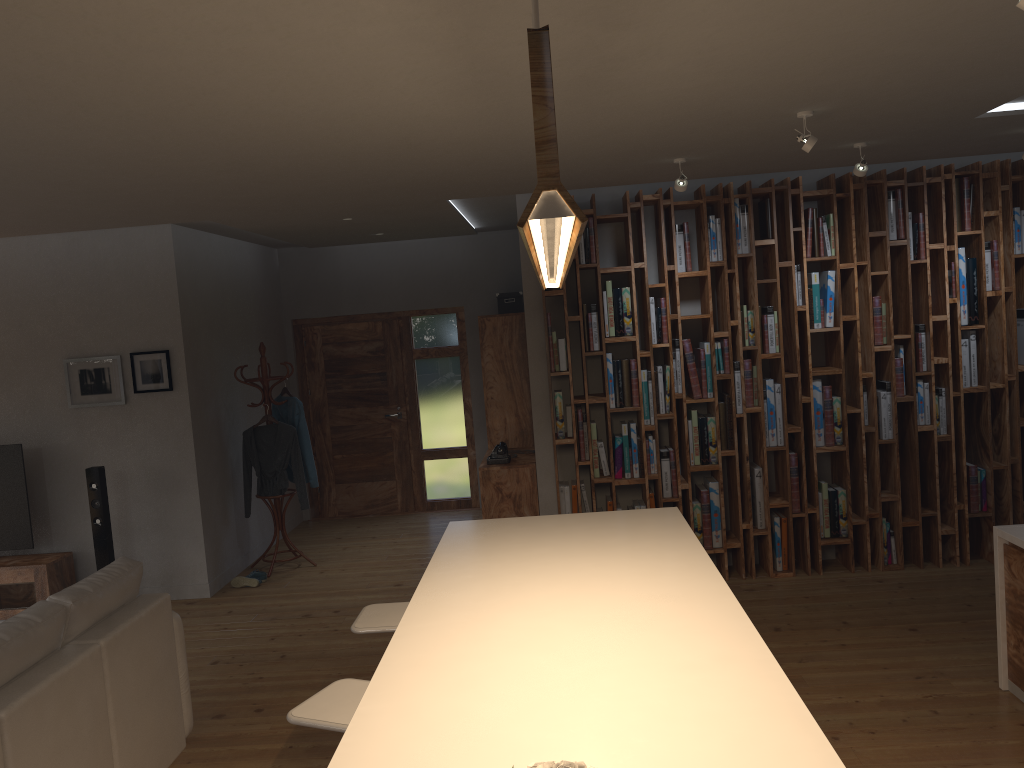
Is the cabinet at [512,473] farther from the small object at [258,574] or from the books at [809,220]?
the books at [809,220]

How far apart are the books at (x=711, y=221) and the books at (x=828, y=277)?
0.86m

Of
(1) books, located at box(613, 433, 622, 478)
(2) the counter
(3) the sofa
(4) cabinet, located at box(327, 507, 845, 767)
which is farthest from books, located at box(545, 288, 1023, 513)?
(3) the sofa

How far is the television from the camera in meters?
6.4 m

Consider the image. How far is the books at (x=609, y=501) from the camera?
6.2 meters

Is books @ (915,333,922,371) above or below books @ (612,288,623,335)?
below

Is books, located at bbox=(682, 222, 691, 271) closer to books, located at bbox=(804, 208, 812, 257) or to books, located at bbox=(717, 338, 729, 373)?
books, located at bbox=(717, 338, 729, 373)

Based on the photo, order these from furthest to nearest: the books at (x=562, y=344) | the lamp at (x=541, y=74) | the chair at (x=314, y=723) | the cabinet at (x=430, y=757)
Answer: the books at (x=562, y=344) < the chair at (x=314, y=723) < the cabinet at (x=430, y=757) < the lamp at (x=541, y=74)

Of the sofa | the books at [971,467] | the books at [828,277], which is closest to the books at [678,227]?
the books at [828,277]

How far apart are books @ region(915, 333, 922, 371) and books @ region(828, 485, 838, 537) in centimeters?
105cm
